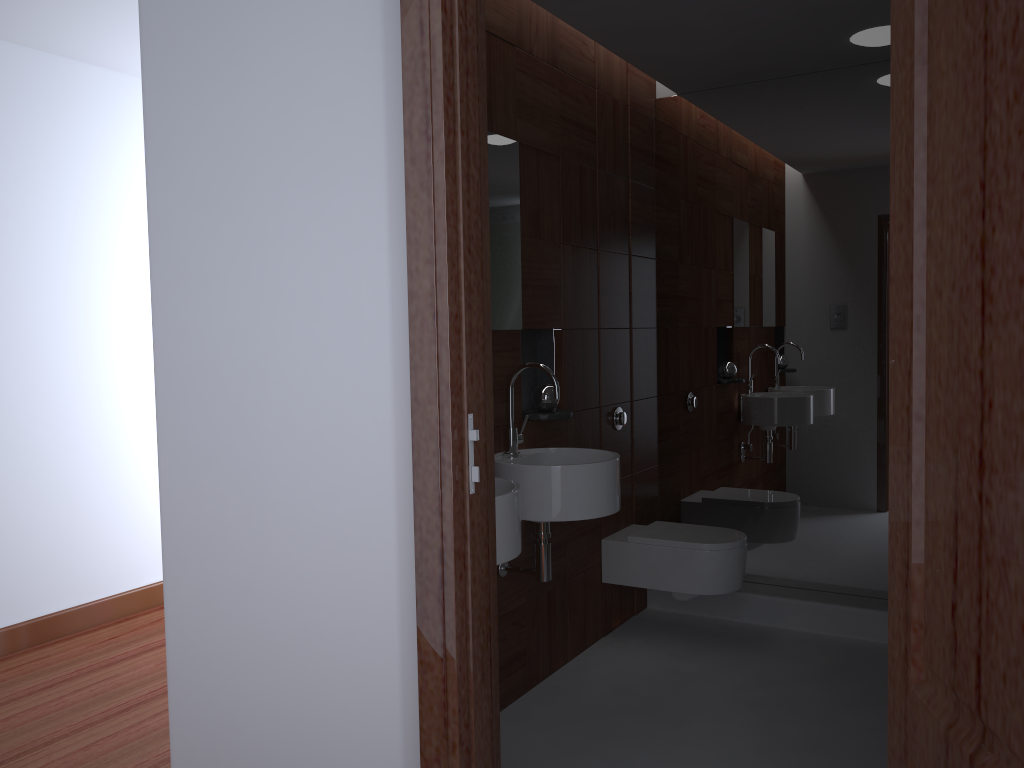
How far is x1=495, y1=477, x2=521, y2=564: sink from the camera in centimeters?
215cm

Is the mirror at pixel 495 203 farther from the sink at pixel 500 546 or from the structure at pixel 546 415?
the sink at pixel 500 546

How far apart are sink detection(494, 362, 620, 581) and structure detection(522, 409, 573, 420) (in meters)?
0.13

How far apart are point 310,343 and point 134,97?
3.0m

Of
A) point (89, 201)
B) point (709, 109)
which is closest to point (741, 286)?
point (709, 109)

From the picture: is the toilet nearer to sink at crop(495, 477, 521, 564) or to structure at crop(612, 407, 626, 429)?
structure at crop(612, 407, 626, 429)

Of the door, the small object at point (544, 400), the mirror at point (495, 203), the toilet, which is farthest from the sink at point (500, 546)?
the toilet

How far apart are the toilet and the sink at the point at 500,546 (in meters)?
1.30

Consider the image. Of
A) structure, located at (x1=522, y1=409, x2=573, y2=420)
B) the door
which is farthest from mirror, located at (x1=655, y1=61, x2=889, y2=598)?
the door

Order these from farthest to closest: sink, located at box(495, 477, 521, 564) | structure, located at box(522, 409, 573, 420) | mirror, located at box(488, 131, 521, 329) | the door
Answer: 1. structure, located at box(522, 409, 573, 420)
2. mirror, located at box(488, 131, 521, 329)
3. sink, located at box(495, 477, 521, 564)
4. the door
